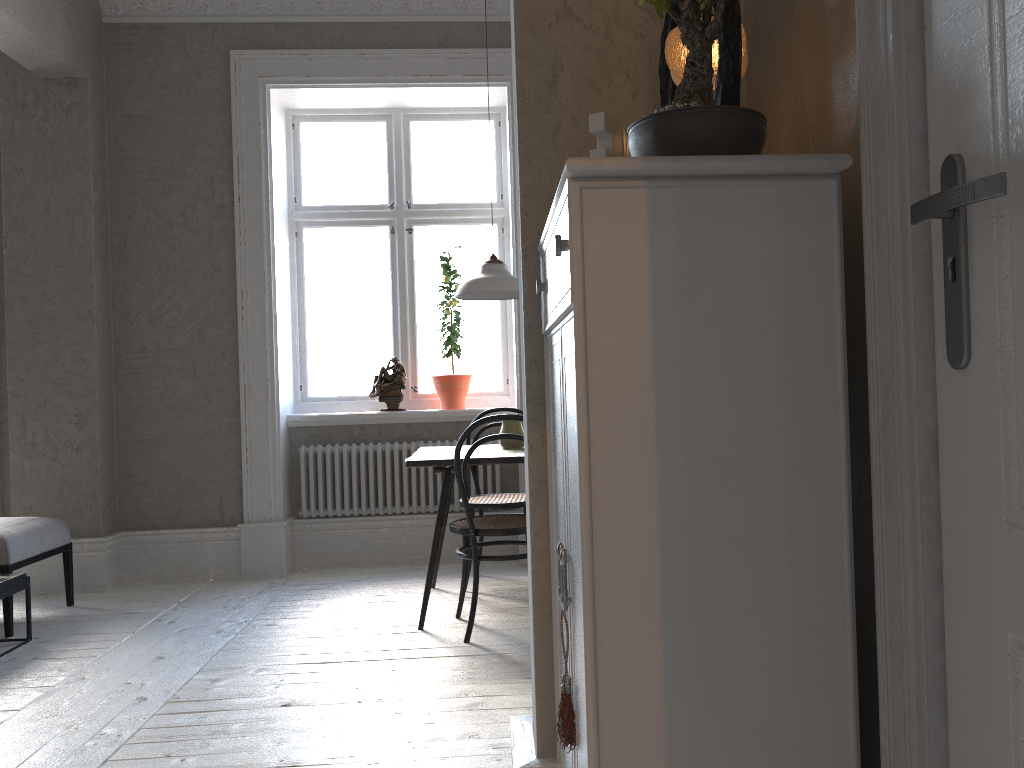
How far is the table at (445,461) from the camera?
3.77m

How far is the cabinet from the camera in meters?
1.1 m

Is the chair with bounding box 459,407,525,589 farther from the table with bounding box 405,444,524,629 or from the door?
the door

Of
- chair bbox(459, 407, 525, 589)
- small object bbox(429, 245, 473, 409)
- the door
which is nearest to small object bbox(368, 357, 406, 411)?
small object bbox(429, 245, 473, 409)

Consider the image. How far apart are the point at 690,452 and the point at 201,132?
4.7 meters

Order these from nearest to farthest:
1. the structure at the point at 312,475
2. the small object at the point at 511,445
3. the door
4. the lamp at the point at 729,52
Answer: the door < the lamp at the point at 729,52 < the small object at the point at 511,445 < the structure at the point at 312,475

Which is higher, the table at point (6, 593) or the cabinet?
the cabinet

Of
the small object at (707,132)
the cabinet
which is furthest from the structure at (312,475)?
the small object at (707,132)

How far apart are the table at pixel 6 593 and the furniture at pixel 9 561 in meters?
0.1 m

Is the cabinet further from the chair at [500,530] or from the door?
the chair at [500,530]
